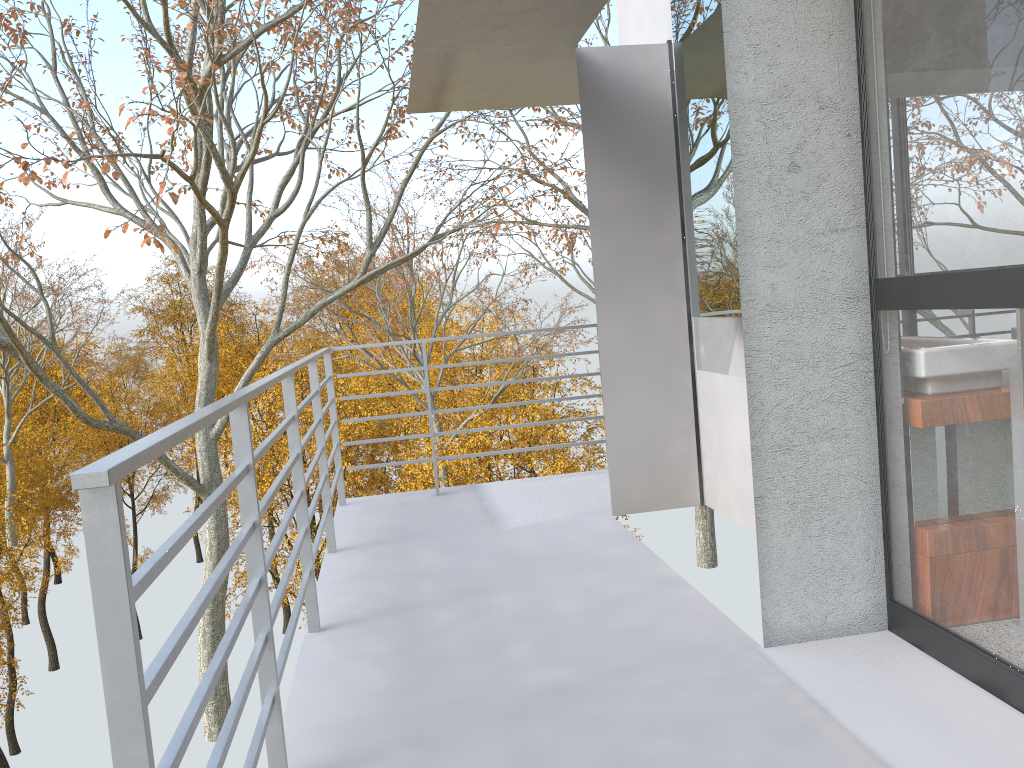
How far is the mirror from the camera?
3.3 meters

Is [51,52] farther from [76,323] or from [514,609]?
[76,323]

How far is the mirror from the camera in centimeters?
330cm

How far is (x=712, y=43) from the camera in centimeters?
330cm

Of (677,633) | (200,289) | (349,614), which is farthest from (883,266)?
(200,289)

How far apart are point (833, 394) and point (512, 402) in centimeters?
290cm
